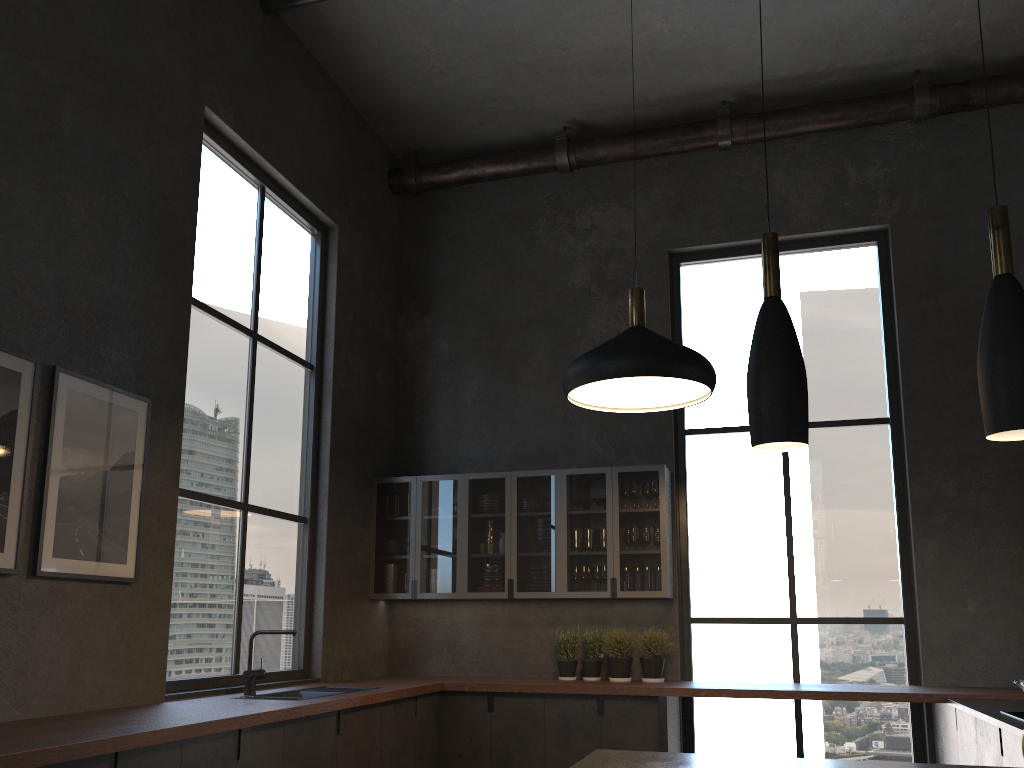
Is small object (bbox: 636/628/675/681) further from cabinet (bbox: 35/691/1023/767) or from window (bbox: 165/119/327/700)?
window (bbox: 165/119/327/700)

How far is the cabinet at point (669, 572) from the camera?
5.68m

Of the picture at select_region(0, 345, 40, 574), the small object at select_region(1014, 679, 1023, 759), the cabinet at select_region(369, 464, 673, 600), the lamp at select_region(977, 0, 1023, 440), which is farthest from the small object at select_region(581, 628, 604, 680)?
the lamp at select_region(977, 0, 1023, 440)

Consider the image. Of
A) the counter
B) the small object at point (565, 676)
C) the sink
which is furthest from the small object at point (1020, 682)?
the sink

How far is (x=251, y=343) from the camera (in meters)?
5.21

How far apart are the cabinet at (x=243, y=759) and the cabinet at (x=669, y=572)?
0.6 meters

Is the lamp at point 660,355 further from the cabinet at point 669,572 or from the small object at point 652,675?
the small object at point 652,675

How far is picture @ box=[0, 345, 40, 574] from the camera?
3.26m

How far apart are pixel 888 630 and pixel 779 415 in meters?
3.9

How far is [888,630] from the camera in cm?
557
